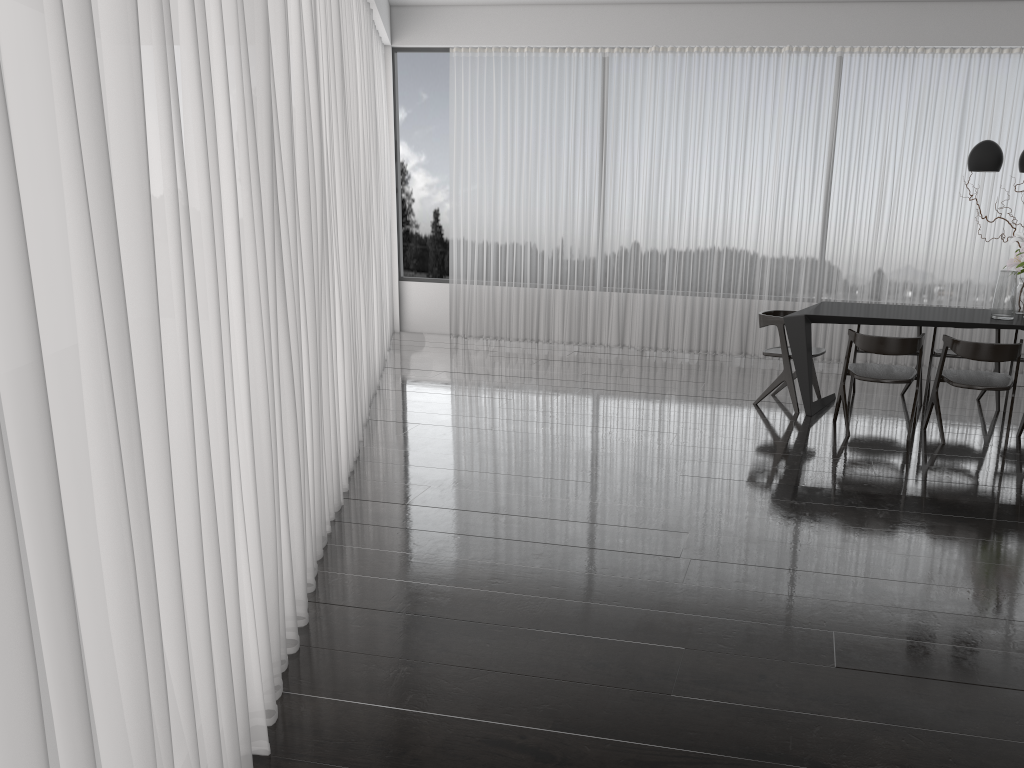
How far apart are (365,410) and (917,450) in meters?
3.4 m

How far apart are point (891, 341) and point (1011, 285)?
1.0 meters

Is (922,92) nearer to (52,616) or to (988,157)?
(988,157)

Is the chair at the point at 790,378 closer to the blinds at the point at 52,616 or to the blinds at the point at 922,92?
the blinds at the point at 922,92

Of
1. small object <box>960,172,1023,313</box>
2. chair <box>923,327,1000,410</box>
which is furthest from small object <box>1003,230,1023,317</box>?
chair <box>923,327,1000,410</box>

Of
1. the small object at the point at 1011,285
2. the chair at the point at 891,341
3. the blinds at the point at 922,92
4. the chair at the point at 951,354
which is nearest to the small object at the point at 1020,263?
the small object at the point at 1011,285

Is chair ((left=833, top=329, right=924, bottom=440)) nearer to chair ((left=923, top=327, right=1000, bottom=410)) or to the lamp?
chair ((left=923, top=327, right=1000, bottom=410))

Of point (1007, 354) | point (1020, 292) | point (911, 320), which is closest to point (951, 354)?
point (1020, 292)

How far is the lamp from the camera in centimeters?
552cm

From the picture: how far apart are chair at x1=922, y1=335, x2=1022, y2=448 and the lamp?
1.15m
